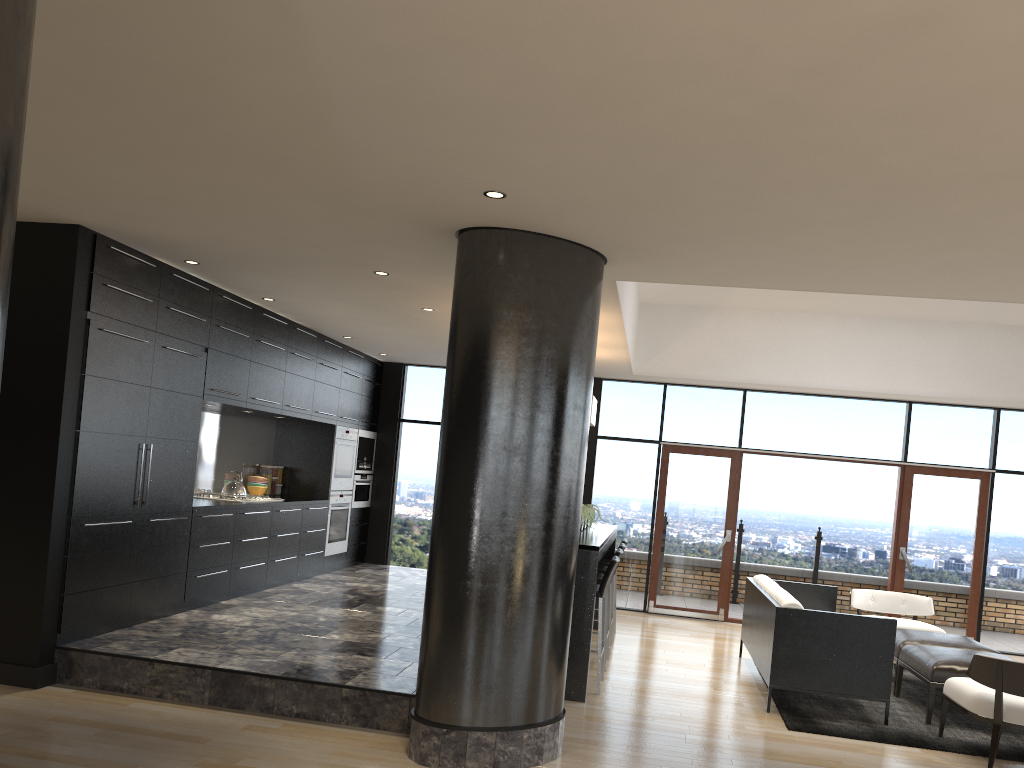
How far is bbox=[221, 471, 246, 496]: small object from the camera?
7.8 meters

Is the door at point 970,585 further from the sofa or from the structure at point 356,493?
the structure at point 356,493

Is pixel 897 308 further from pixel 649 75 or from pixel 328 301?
pixel 649 75

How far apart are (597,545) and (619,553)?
1.1 meters

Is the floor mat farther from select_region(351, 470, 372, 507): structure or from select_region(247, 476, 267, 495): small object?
select_region(351, 470, 372, 507): structure

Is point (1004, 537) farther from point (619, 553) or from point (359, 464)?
point (359, 464)

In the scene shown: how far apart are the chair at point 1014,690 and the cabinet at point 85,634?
5.35m

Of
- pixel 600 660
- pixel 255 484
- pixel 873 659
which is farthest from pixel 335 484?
pixel 873 659

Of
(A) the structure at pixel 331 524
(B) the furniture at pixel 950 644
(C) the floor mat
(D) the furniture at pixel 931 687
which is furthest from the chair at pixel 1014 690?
(A) the structure at pixel 331 524

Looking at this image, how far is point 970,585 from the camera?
9.7 meters
